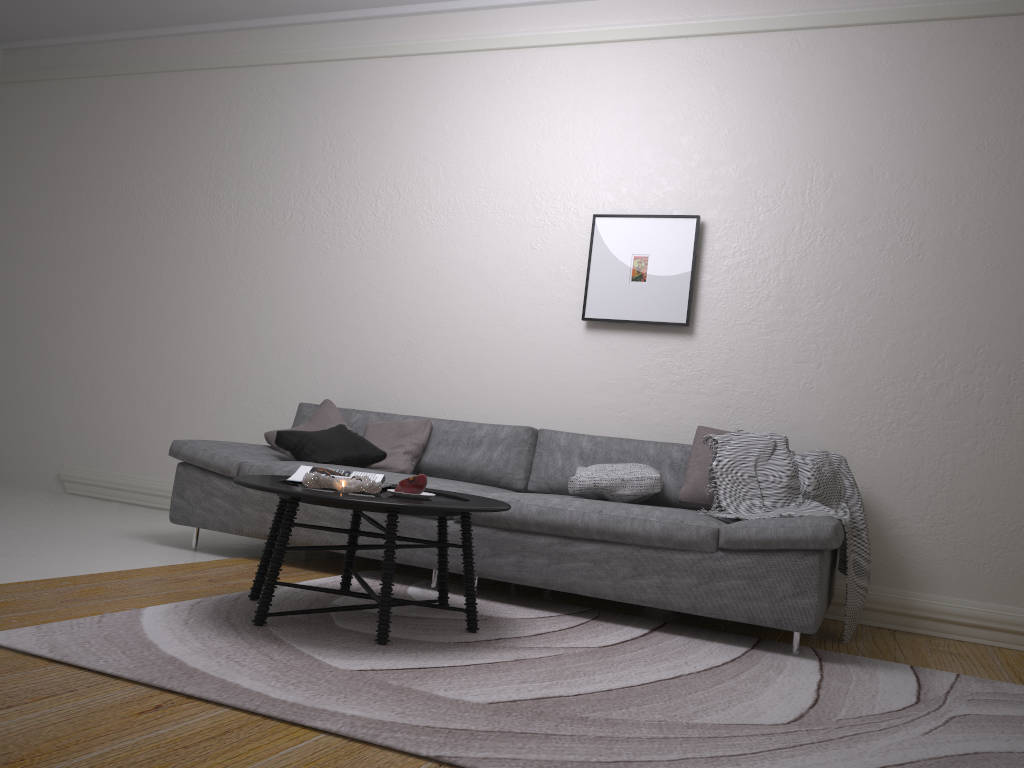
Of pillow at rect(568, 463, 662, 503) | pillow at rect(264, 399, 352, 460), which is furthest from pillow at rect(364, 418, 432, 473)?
pillow at rect(568, 463, 662, 503)

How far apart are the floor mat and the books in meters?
0.4

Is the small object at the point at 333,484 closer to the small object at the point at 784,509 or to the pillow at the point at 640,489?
the pillow at the point at 640,489

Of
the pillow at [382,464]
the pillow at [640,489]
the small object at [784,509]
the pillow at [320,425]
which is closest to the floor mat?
the small object at [784,509]

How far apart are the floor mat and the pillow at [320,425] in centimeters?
107cm

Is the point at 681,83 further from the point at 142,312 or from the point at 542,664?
the point at 142,312

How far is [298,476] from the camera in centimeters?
315cm

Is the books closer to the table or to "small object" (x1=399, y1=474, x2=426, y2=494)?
the table

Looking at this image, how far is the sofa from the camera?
3.1m

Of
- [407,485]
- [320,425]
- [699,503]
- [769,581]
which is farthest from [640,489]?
[320,425]
